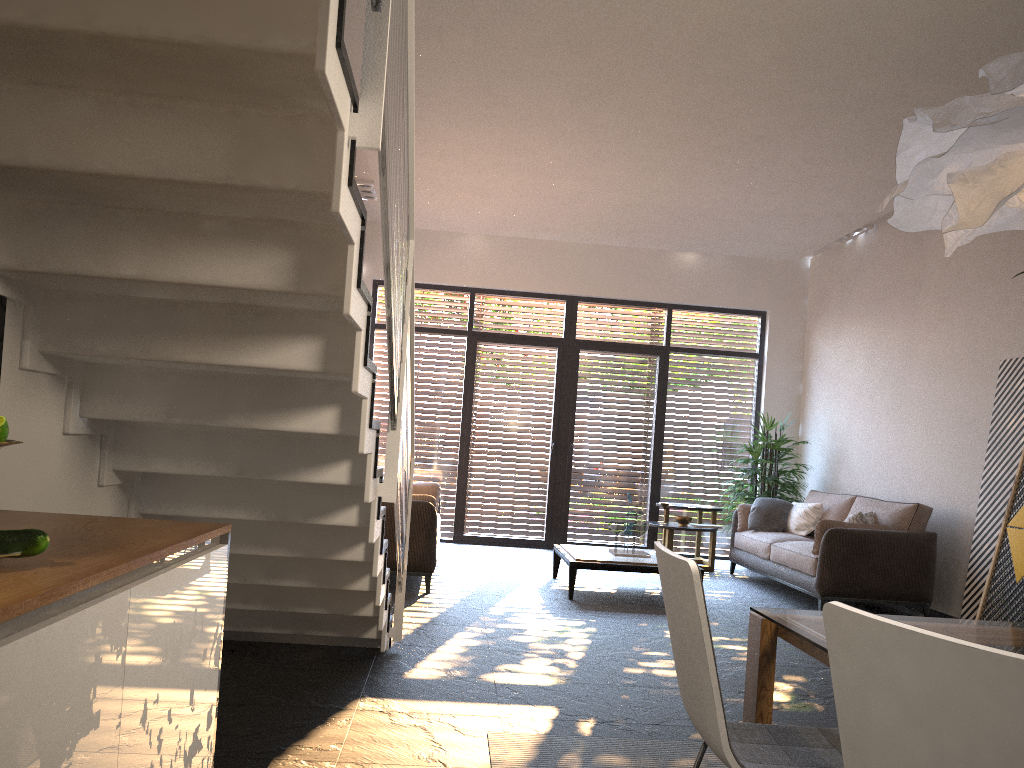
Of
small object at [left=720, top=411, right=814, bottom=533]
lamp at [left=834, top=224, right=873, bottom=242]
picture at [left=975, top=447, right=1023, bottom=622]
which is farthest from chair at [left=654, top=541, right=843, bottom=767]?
lamp at [left=834, top=224, right=873, bottom=242]

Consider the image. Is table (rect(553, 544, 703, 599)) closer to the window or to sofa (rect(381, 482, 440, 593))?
sofa (rect(381, 482, 440, 593))

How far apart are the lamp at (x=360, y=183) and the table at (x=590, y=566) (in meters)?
3.83

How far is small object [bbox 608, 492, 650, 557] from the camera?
7.2 meters

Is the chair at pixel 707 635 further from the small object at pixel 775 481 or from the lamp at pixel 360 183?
the small object at pixel 775 481

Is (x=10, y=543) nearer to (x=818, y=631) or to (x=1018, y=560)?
(x=818, y=631)

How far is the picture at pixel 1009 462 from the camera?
6.2 meters

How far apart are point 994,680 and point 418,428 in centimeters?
911cm

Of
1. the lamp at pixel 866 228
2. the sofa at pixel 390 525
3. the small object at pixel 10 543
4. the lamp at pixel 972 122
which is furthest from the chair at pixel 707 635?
the lamp at pixel 866 228

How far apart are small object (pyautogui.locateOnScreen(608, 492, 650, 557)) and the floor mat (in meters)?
3.66
